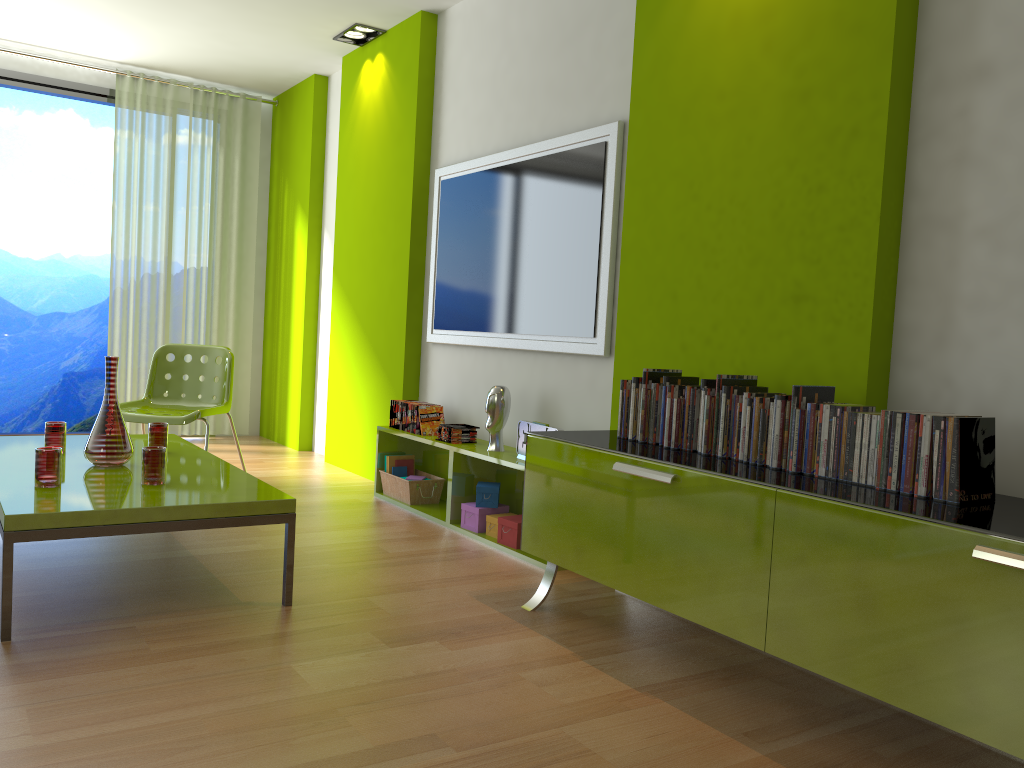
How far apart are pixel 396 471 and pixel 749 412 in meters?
2.6

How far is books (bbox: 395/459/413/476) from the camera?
4.7m

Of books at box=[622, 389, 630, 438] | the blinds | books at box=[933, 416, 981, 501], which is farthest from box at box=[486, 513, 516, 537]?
the blinds

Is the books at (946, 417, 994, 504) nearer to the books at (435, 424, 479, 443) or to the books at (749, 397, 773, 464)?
the books at (749, 397, 773, 464)

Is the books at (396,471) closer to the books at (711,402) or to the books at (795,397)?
the books at (711,402)

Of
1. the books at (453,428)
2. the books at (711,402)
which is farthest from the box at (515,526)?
the books at (711,402)

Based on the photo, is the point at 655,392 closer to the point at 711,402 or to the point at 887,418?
the point at 711,402

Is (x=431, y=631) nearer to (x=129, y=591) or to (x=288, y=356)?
(x=129, y=591)

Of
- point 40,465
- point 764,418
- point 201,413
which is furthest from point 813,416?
point 201,413

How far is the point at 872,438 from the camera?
2.2 meters
